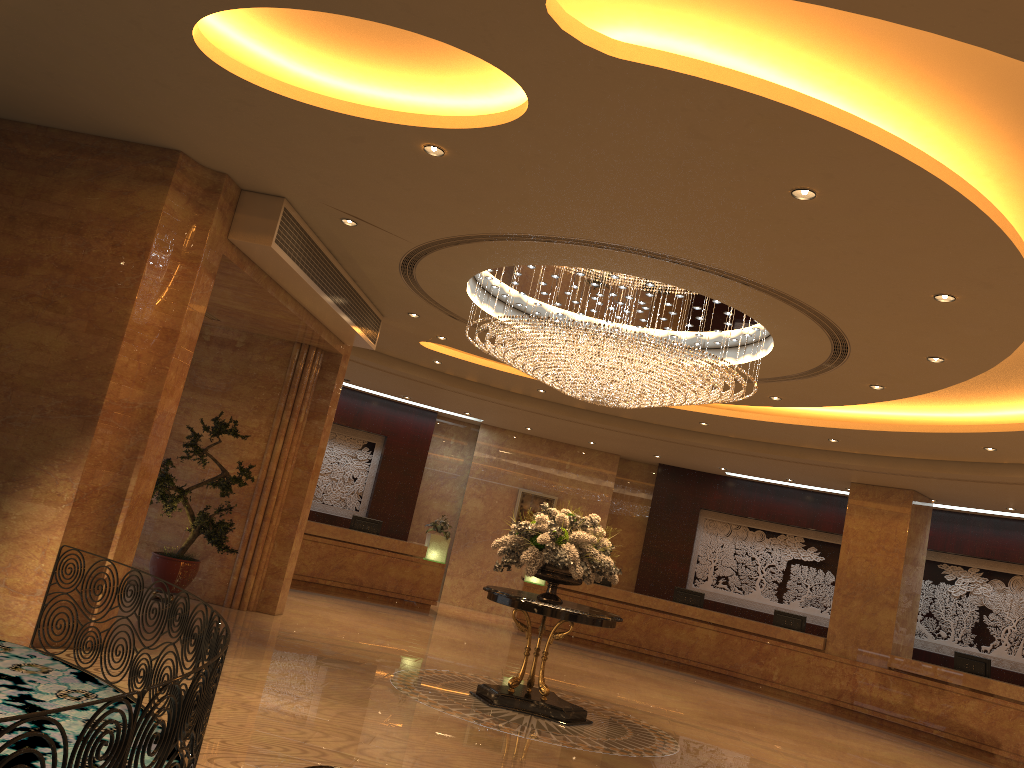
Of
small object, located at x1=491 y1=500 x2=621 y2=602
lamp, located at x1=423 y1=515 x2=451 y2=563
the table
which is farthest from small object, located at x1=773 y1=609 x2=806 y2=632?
the table

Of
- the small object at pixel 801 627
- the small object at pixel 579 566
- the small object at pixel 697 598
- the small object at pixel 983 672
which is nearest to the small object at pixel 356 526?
the small object at pixel 697 598

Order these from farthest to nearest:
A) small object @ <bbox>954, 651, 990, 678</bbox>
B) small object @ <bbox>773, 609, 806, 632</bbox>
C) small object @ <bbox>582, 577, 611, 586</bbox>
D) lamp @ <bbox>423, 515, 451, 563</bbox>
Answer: small object @ <bbox>582, 577, 611, 586</bbox> < lamp @ <bbox>423, 515, 451, 563</bbox> < small object @ <bbox>773, 609, 806, 632</bbox> < small object @ <bbox>954, 651, 990, 678</bbox>

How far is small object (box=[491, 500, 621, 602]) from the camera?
8.8 meters

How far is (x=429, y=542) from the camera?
17.0m

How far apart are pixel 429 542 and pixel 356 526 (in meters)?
1.45

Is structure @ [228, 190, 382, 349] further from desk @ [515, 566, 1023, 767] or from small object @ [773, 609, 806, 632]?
small object @ [773, 609, 806, 632]

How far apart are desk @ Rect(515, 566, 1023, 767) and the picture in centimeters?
246cm

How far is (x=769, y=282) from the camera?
7.5 meters

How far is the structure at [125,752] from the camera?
3.09m
